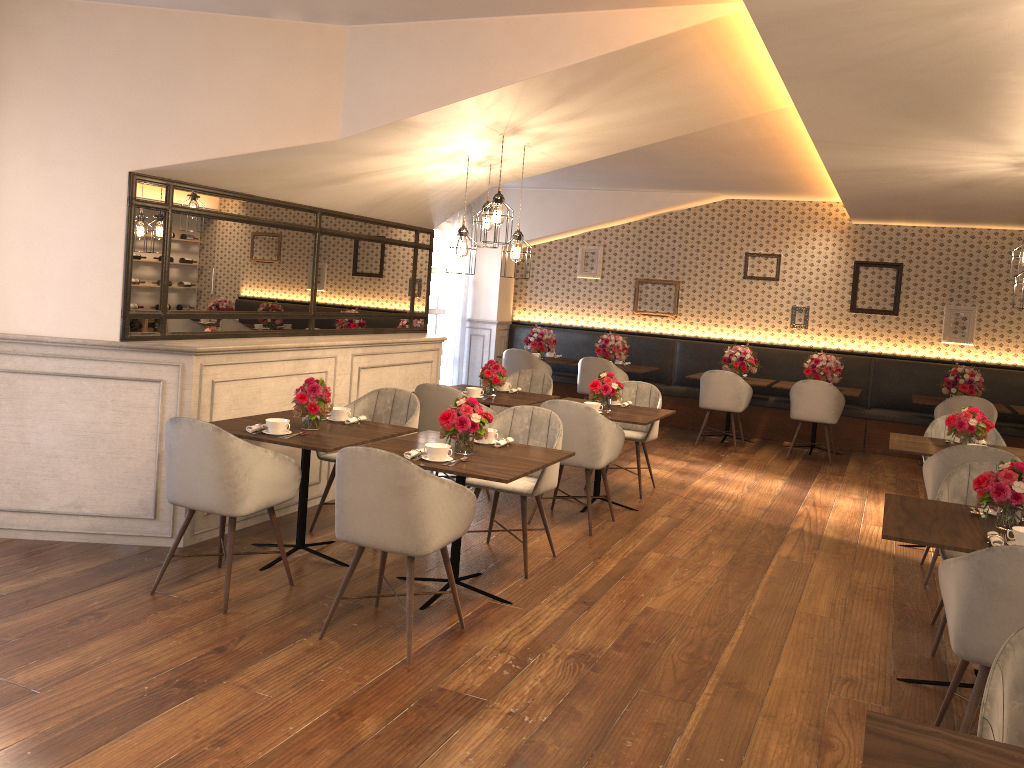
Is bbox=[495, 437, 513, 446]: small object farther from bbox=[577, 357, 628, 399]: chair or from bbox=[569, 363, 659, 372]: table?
bbox=[569, 363, 659, 372]: table

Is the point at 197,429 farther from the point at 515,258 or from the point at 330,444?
the point at 515,258

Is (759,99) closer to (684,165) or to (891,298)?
(684,165)

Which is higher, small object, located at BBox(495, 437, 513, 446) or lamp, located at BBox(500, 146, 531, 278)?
lamp, located at BBox(500, 146, 531, 278)

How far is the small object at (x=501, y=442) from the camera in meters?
4.7

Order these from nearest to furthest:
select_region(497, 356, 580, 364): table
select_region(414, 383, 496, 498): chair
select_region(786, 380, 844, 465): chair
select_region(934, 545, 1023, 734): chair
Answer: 1. select_region(934, 545, 1023, 734): chair
2. select_region(414, 383, 496, 498): chair
3. select_region(786, 380, 844, 465): chair
4. select_region(497, 356, 580, 364): table

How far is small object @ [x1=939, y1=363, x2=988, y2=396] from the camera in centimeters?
911cm

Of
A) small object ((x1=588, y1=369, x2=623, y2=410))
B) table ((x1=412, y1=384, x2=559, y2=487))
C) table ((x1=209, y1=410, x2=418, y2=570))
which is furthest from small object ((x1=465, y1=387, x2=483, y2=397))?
table ((x1=209, y1=410, x2=418, y2=570))

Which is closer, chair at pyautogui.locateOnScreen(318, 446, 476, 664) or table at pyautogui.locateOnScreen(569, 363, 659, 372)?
chair at pyautogui.locateOnScreen(318, 446, 476, 664)

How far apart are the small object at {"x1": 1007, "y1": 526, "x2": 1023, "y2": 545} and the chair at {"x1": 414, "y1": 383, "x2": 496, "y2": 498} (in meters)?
3.58
